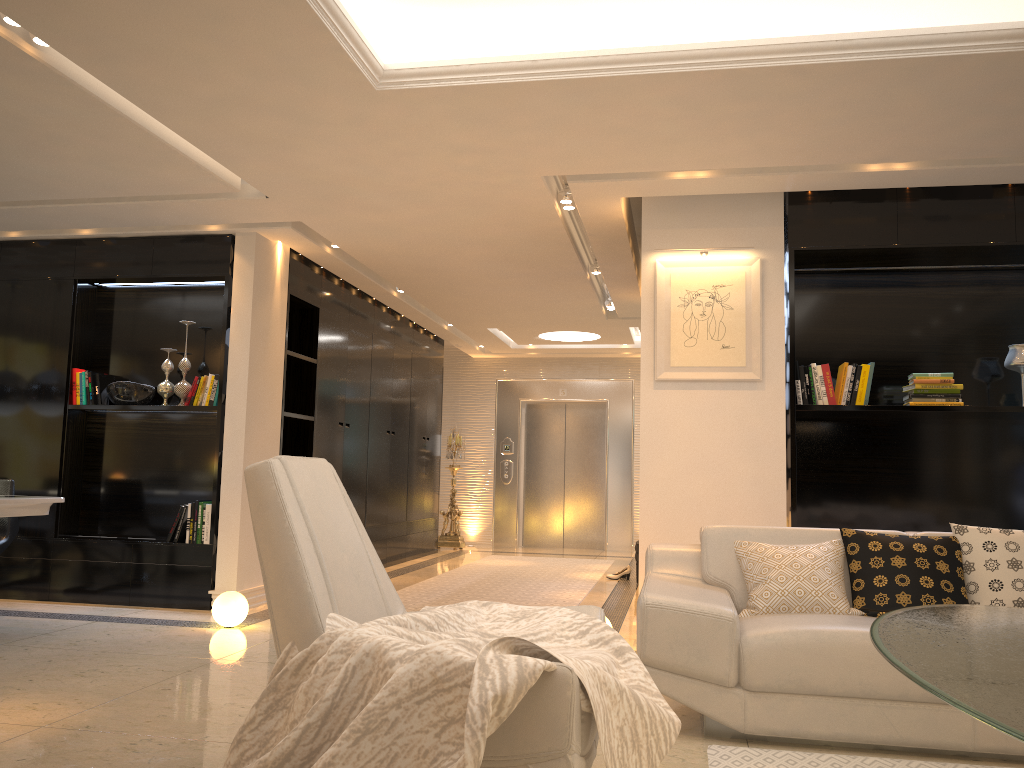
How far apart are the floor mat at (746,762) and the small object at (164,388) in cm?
468

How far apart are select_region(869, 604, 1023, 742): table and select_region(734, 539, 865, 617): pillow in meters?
0.9

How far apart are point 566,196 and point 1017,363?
2.80m

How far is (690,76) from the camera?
3.70m

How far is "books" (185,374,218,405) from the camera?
6.2 meters

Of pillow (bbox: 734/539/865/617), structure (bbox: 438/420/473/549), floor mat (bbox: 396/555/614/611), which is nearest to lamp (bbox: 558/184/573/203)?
pillow (bbox: 734/539/865/617)

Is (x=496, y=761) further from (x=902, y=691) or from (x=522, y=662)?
(x=902, y=691)

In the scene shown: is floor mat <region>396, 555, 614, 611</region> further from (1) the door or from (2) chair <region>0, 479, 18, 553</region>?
(2) chair <region>0, 479, 18, 553</region>

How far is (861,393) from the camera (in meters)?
5.15

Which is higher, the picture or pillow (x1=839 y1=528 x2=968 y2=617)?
the picture
